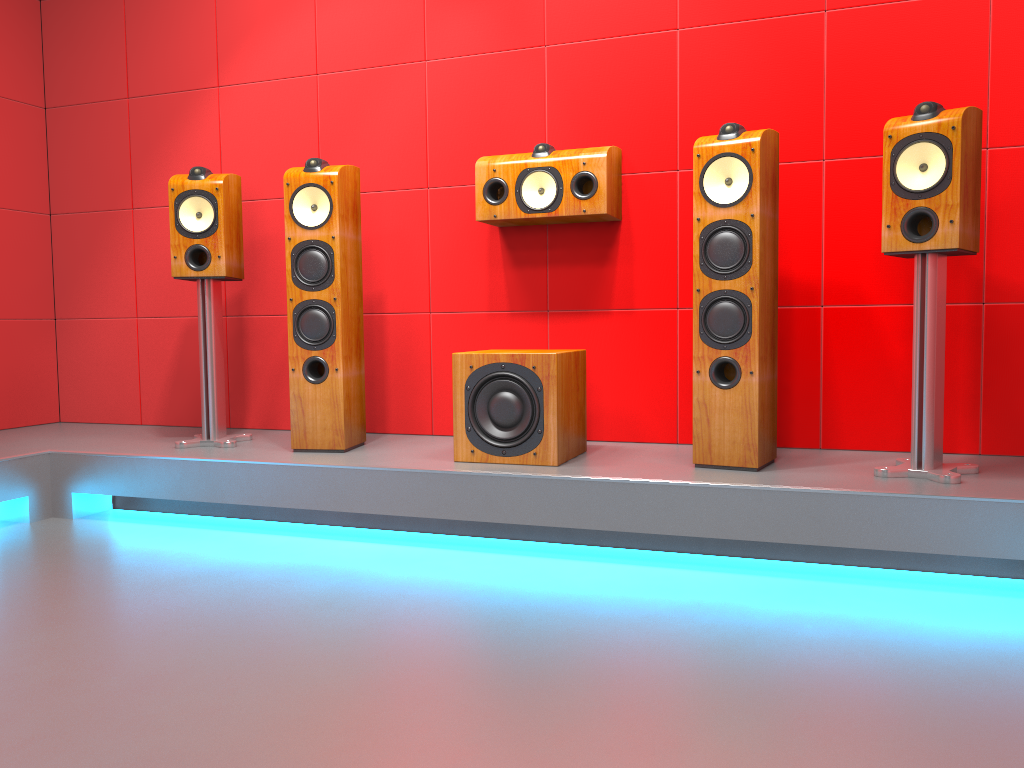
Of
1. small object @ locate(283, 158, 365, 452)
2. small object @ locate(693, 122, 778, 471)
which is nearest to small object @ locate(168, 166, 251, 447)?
small object @ locate(283, 158, 365, 452)

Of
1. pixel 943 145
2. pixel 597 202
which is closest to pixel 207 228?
pixel 597 202

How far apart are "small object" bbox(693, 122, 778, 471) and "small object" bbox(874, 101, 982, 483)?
0.3m

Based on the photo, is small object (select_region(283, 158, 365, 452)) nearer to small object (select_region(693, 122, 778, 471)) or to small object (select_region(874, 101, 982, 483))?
small object (select_region(693, 122, 778, 471))

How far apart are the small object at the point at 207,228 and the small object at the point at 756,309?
1.73m

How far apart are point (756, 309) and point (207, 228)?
2.0 meters

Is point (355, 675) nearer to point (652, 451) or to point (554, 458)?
point (554, 458)

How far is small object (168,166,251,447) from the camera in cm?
329

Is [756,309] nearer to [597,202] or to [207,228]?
[597,202]

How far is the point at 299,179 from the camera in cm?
312
